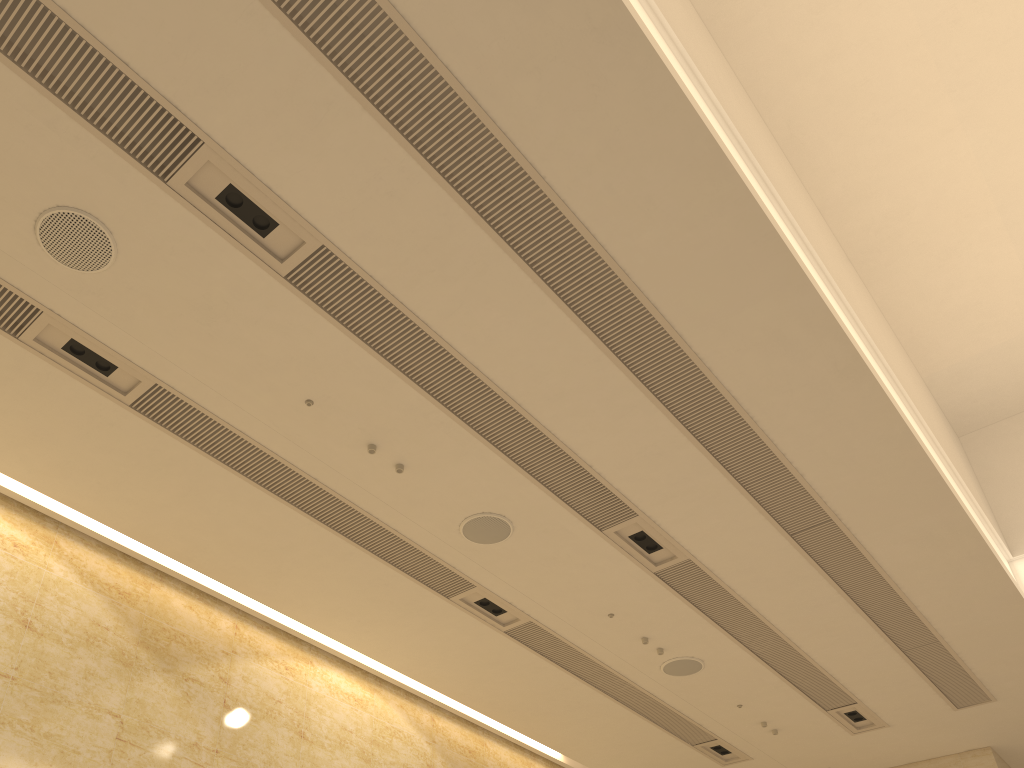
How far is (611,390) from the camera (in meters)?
6.15
